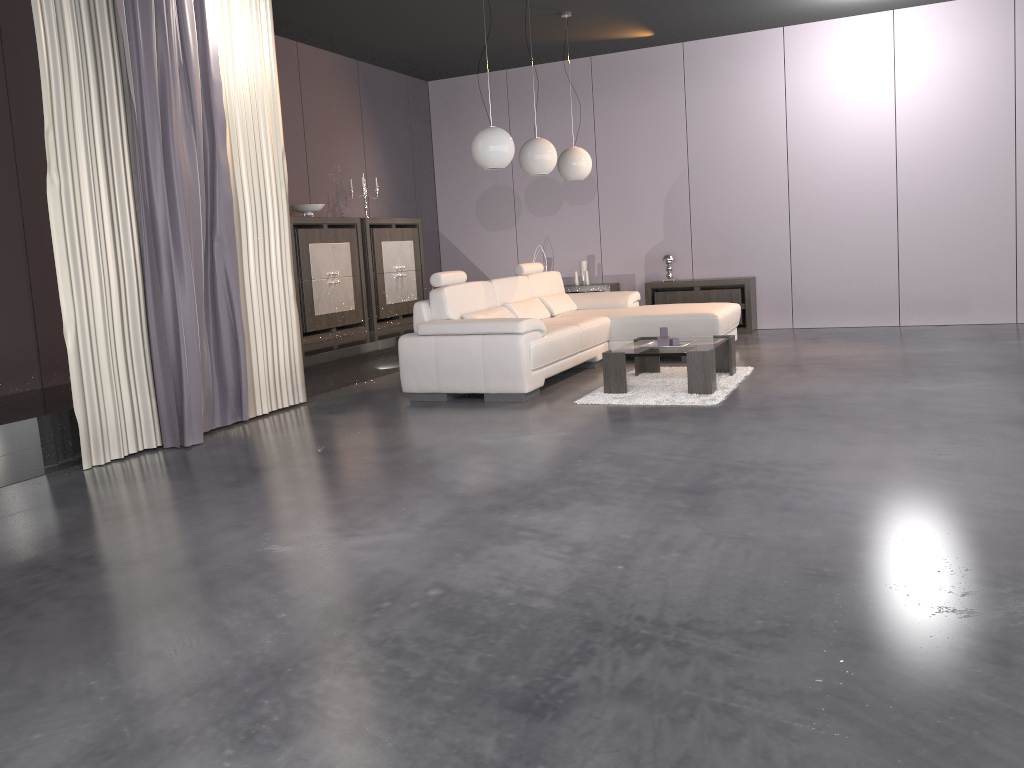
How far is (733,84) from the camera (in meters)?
8.88

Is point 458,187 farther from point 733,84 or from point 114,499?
point 114,499

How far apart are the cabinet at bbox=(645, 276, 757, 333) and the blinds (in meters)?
4.21

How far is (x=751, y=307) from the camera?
8.77m

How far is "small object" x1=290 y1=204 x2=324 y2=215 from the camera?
7.7m

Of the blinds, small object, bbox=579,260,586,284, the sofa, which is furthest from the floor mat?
small object, bbox=579,260,586,284

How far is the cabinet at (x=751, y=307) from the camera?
8.77m

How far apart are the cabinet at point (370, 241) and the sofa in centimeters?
158cm

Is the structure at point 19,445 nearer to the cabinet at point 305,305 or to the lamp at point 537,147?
the cabinet at point 305,305

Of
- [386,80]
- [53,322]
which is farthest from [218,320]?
[386,80]
